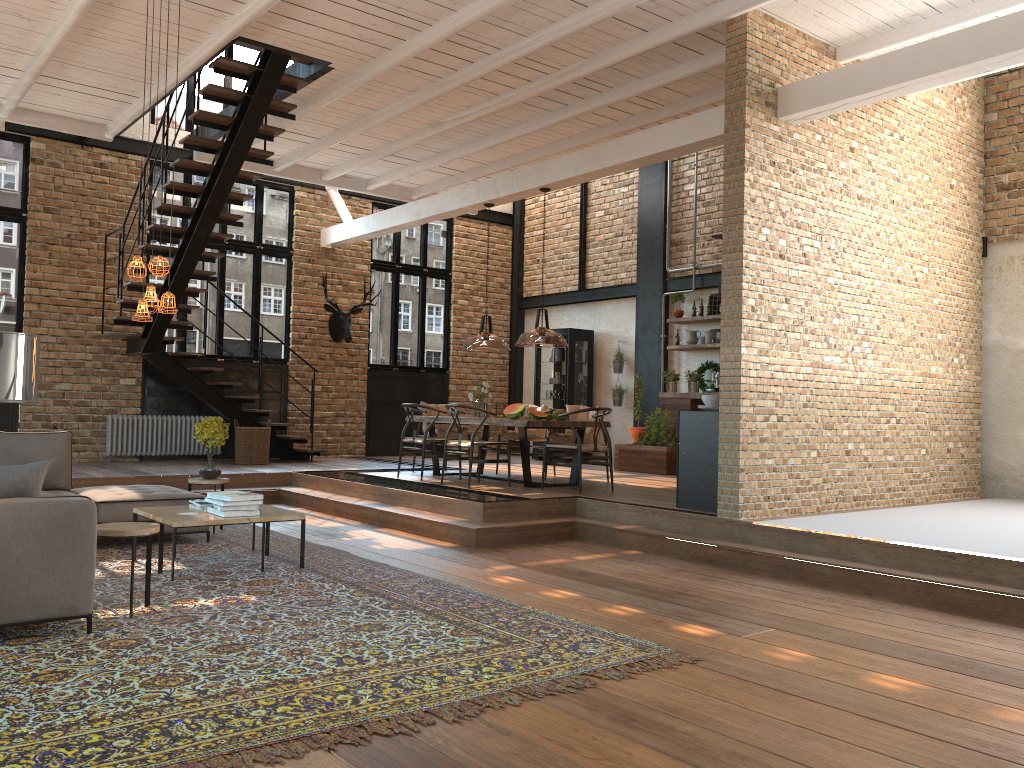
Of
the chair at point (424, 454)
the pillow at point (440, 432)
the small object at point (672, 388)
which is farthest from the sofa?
the small object at point (672, 388)

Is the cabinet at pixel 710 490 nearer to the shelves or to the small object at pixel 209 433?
the small object at pixel 209 433

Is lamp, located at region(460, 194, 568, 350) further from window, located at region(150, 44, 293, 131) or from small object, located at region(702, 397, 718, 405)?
window, located at region(150, 44, 293, 131)

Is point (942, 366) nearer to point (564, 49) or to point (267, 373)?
point (564, 49)

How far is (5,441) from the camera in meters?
7.0

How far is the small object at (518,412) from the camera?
9.3 meters

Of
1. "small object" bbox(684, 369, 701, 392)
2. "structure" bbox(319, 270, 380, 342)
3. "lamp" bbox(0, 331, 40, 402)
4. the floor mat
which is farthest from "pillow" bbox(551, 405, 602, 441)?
"lamp" bbox(0, 331, 40, 402)

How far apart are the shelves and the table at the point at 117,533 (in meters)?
8.82

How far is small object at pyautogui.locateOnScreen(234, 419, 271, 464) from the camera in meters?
11.7 m

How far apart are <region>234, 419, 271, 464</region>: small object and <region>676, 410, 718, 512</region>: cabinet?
6.3 meters
